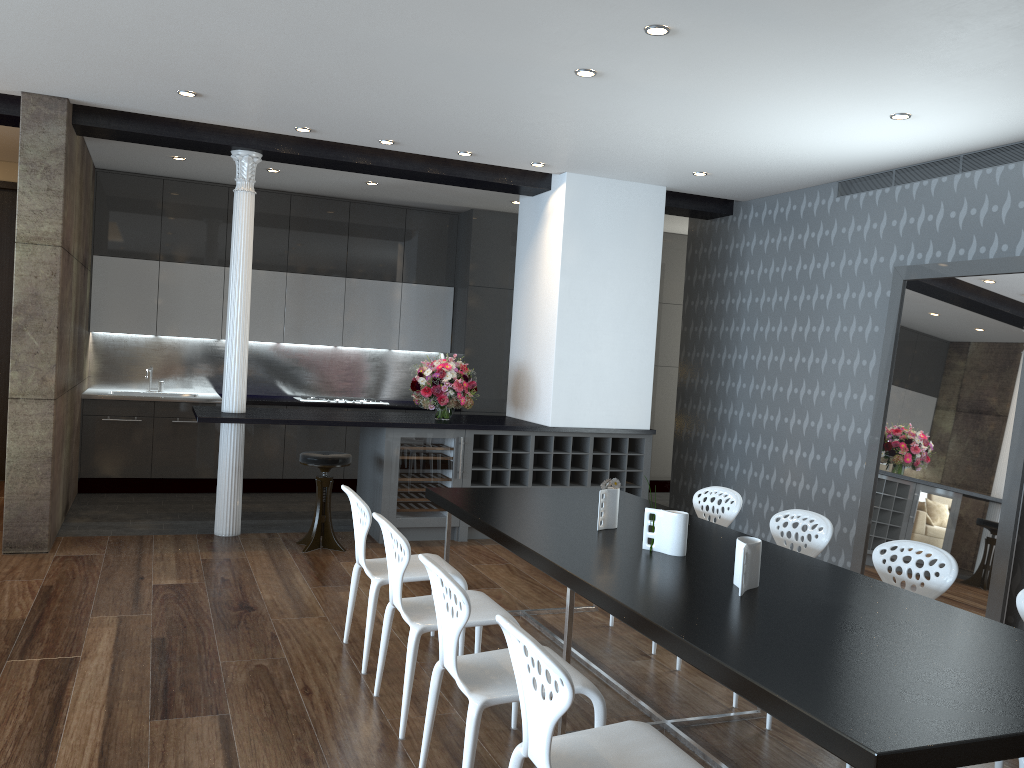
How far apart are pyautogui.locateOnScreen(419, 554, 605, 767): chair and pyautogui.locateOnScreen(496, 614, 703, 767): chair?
0.3m

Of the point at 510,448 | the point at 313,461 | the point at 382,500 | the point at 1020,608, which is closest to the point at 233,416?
the point at 313,461

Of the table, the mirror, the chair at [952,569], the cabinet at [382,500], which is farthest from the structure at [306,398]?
the chair at [952,569]

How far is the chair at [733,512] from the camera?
4.81m

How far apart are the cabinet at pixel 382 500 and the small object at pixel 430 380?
0.42m

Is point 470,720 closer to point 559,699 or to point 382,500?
point 559,699

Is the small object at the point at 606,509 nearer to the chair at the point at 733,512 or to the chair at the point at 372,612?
the chair at the point at 372,612

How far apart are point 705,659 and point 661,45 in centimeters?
289cm

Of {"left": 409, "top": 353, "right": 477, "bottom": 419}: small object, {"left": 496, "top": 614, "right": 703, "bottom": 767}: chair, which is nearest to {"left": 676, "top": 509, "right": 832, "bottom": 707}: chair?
{"left": 496, "top": 614, "right": 703, "bottom": 767}: chair

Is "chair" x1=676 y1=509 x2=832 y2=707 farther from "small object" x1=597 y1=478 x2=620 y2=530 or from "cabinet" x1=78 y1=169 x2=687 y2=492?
"cabinet" x1=78 y1=169 x2=687 y2=492
